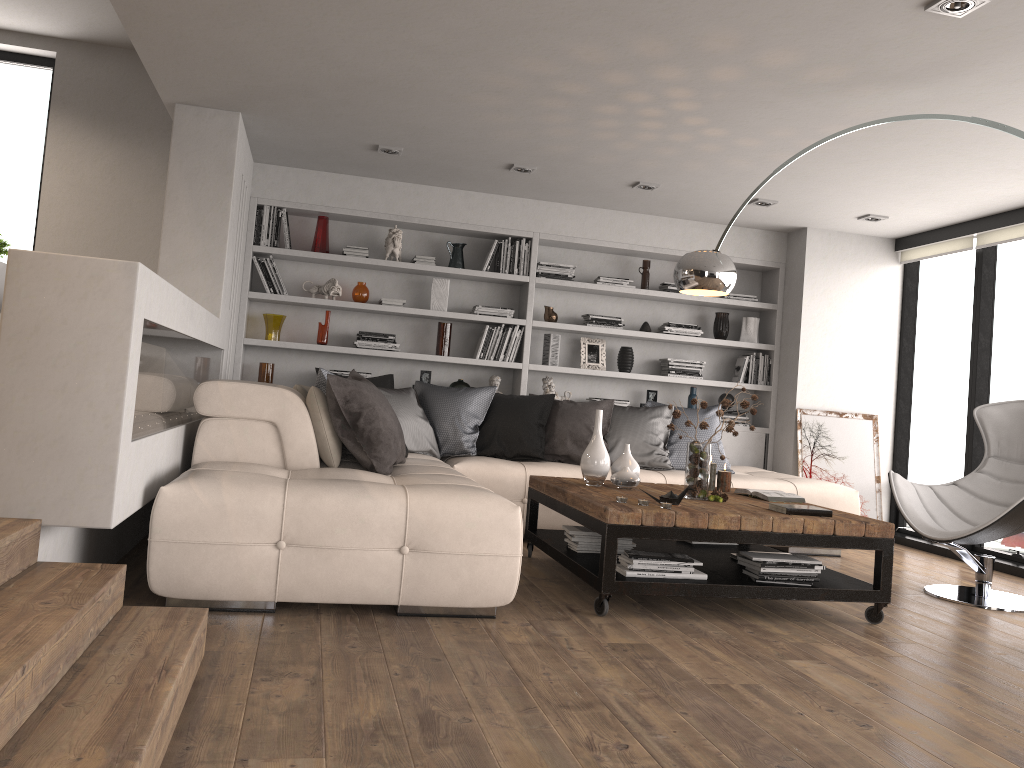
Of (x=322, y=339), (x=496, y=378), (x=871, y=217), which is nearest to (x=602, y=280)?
(x=496, y=378)

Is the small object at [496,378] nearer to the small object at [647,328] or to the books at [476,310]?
the books at [476,310]

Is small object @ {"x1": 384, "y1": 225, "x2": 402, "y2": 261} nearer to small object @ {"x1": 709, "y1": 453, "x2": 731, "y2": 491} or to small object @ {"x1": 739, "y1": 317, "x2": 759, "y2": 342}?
small object @ {"x1": 739, "y1": 317, "x2": 759, "y2": 342}

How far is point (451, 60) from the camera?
4.14m

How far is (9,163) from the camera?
6.2 meters

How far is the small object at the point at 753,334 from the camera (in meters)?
7.34

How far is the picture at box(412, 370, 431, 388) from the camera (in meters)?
6.81

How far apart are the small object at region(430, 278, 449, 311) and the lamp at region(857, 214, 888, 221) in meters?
3.2 m

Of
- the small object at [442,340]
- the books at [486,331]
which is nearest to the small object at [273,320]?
the small object at [442,340]

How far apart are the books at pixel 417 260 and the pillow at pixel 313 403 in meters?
1.4
